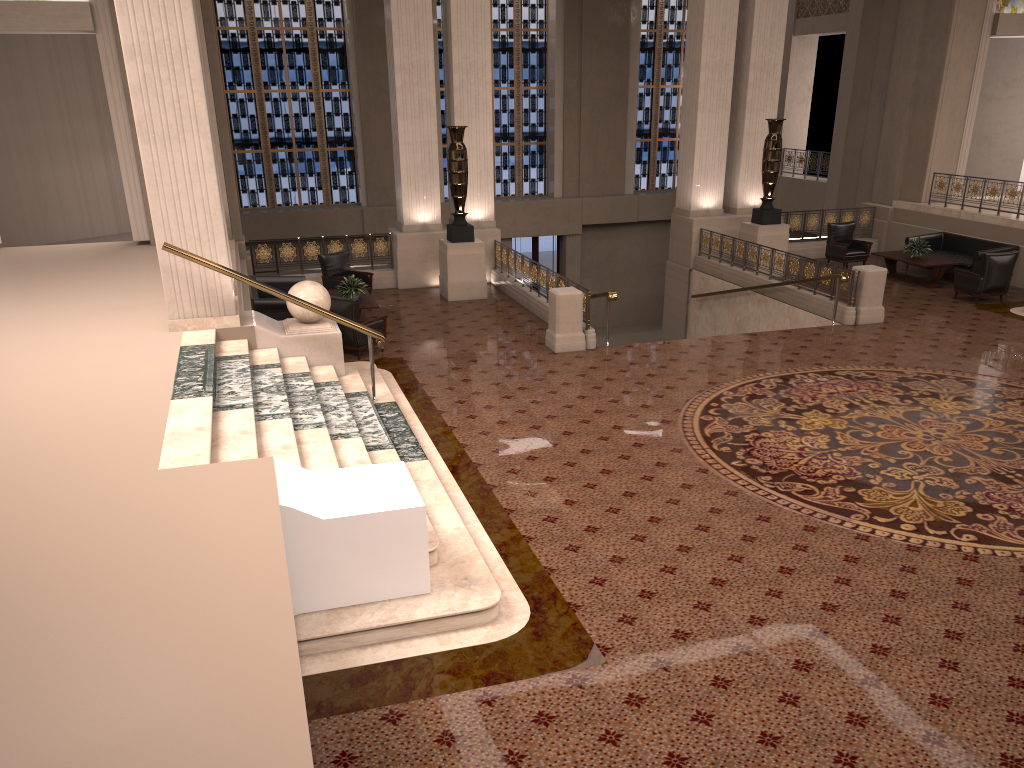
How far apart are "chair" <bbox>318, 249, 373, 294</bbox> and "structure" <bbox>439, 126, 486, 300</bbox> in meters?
1.3 m

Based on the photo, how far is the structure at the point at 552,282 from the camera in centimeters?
1378cm

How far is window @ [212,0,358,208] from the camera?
21.48m

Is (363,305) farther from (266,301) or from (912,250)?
(912,250)

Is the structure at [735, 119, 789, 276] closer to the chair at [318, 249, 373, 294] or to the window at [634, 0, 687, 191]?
the chair at [318, 249, 373, 294]

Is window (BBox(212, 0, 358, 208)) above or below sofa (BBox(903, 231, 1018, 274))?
above

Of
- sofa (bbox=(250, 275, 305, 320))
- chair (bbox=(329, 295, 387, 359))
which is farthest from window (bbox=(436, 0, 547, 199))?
chair (bbox=(329, 295, 387, 359))

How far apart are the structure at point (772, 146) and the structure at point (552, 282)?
4.8m

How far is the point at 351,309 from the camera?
11.8 meters

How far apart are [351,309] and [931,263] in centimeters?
1057cm
